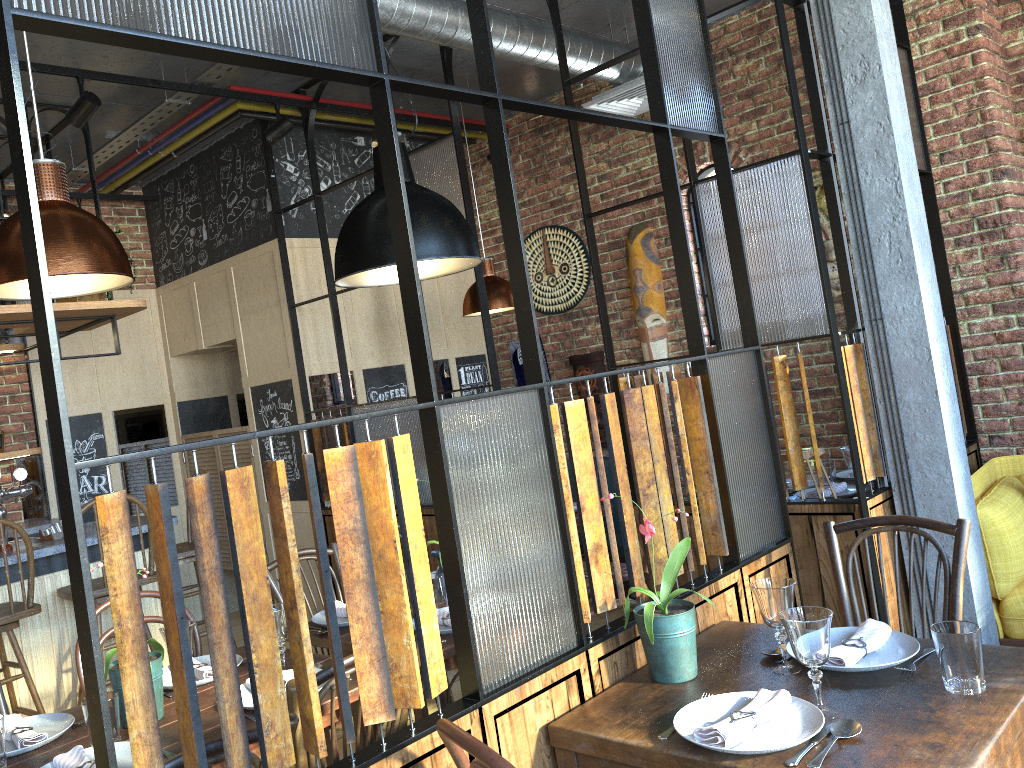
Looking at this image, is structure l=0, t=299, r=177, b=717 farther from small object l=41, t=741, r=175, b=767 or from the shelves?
small object l=41, t=741, r=175, b=767

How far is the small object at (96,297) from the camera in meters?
4.5 m

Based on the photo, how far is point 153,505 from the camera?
1.3m

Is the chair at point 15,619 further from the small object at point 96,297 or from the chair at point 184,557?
the small object at point 96,297

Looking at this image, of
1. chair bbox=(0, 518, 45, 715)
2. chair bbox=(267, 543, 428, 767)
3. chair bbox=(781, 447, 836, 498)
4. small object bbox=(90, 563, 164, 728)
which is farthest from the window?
small object bbox=(90, 563, 164, 728)

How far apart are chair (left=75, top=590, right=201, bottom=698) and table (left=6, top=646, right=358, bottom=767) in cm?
28

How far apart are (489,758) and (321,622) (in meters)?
1.75

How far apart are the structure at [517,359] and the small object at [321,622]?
3.49m

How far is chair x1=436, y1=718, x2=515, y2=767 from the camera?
1.3m

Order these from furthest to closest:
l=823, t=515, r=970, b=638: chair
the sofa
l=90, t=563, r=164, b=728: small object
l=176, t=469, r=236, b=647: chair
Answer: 1. l=176, t=469, r=236, b=647: chair
2. the sofa
3. l=823, t=515, r=970, b=638: chair
4. l=90, t=563, r=164, b=728: small object
